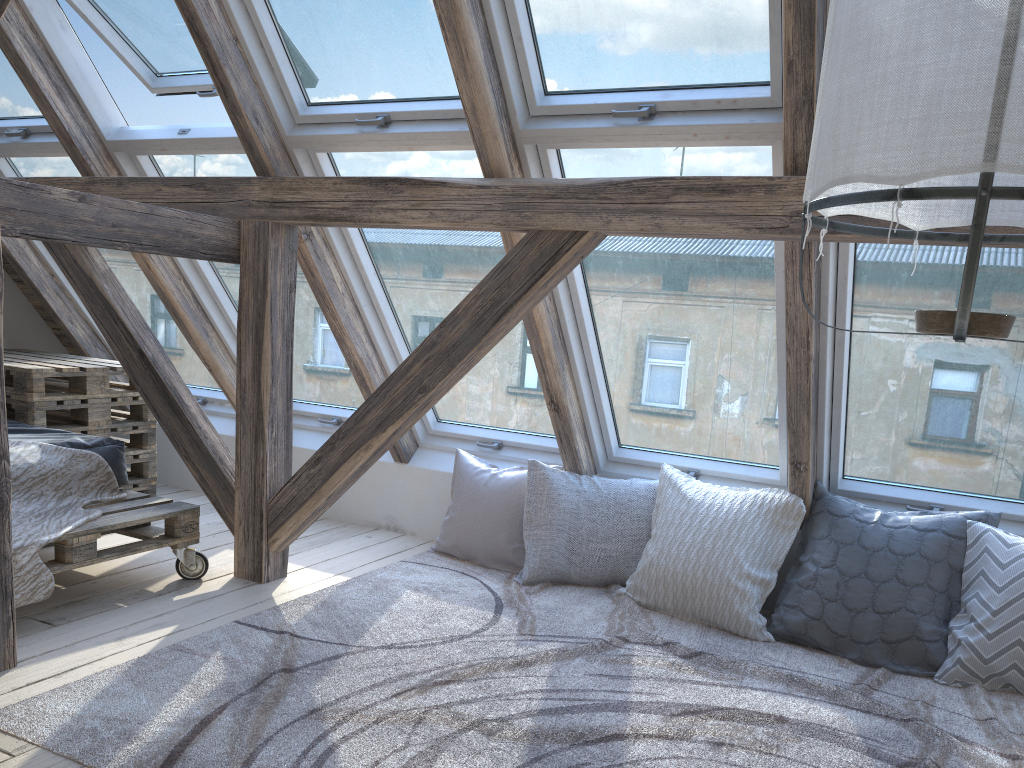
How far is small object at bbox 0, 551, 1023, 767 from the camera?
2.09m

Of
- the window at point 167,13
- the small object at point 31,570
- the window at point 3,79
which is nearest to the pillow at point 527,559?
the small object at point 31,570

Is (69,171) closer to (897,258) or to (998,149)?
(897,258)

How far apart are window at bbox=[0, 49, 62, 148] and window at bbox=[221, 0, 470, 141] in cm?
123

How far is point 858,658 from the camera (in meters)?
2.87

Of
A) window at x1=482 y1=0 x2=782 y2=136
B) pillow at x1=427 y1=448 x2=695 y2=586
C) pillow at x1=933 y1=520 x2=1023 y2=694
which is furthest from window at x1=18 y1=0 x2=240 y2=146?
pillow at x1=933 y1=520 x2=1023 y2=694

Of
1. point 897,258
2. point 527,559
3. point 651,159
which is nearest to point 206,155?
point 651,159

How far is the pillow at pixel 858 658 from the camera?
2.9 meters

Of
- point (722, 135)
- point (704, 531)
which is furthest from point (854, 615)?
point (722, 135)

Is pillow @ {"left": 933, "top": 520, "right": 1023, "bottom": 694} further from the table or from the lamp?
the table
